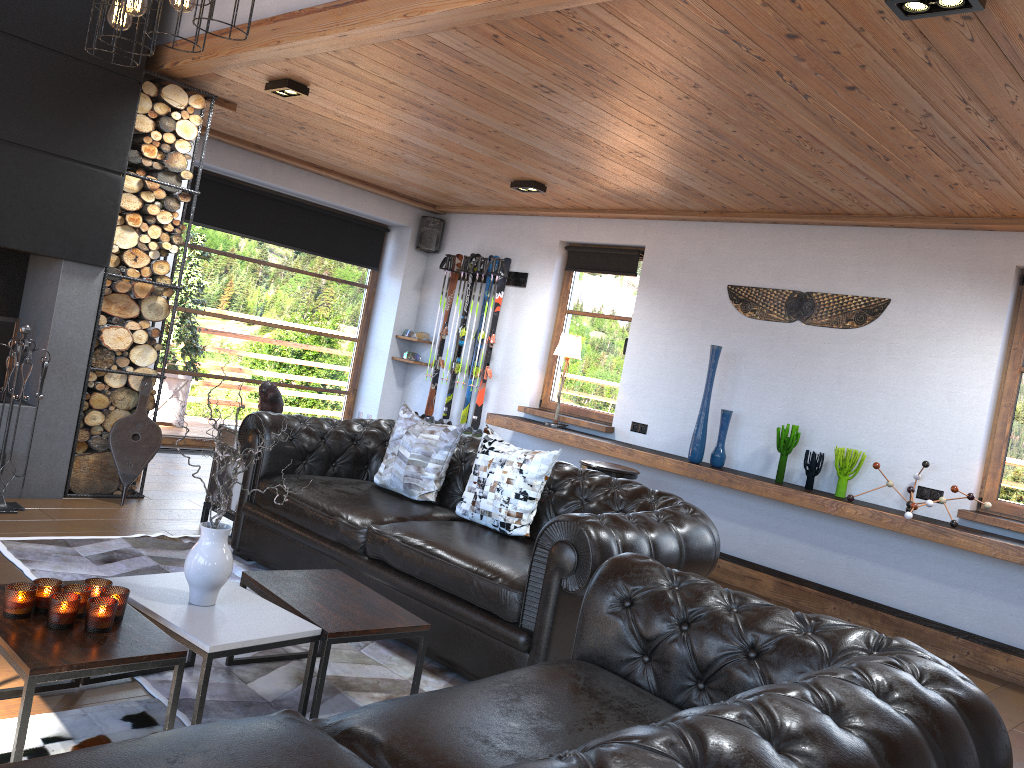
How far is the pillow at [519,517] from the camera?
4.2m

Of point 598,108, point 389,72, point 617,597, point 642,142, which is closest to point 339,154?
point 389,72

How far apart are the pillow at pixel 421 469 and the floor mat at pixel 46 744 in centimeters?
189cm

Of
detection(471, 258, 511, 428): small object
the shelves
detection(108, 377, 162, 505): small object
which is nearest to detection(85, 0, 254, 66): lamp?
detection(108, 377, 162, 505): small object

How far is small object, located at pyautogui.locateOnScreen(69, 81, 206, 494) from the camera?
5.48m

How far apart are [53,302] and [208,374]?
2.97m

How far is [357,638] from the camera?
2.9 meters

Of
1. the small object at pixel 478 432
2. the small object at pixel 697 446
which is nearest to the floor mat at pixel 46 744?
the small object at pixel 697 446

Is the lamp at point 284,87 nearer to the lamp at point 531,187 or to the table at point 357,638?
the lamp at point 531,187

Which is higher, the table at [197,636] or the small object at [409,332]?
the small object at [409,332]
